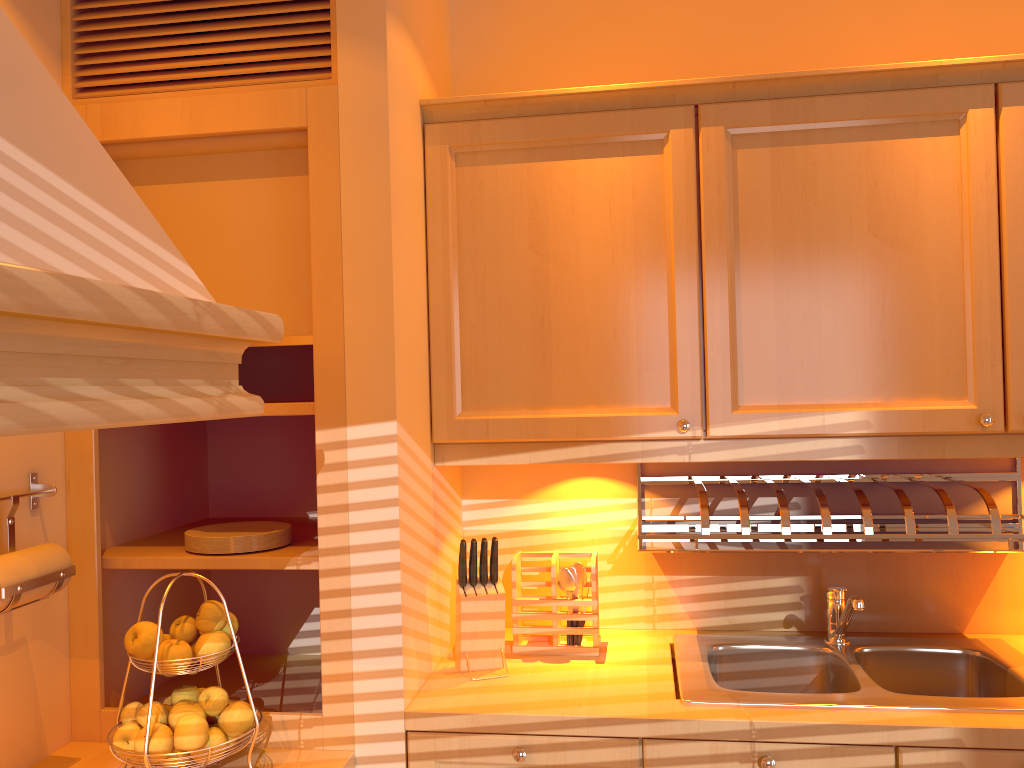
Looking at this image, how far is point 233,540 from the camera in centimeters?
182cm

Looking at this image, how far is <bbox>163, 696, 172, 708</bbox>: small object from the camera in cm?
163

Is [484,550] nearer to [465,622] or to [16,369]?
[465,622]

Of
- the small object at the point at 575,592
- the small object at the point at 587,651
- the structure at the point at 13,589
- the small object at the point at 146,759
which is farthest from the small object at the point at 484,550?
the structure at the point at 13,589

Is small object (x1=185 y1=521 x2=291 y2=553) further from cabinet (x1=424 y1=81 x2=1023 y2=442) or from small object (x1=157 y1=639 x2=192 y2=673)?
cabinet (x1=424 y1=81 x2=1023 y2=442)

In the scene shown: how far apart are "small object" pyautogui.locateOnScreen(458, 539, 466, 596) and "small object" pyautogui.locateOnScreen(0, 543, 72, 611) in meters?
0.8

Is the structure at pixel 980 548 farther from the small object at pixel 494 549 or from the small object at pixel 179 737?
the small object at pixel 179 737

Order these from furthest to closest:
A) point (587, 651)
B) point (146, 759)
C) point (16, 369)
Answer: point (587, 651) → point (146, 759) → point (16, 369)

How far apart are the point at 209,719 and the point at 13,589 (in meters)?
0.41

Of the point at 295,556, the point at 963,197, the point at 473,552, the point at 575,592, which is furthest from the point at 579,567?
the point at 963,197
